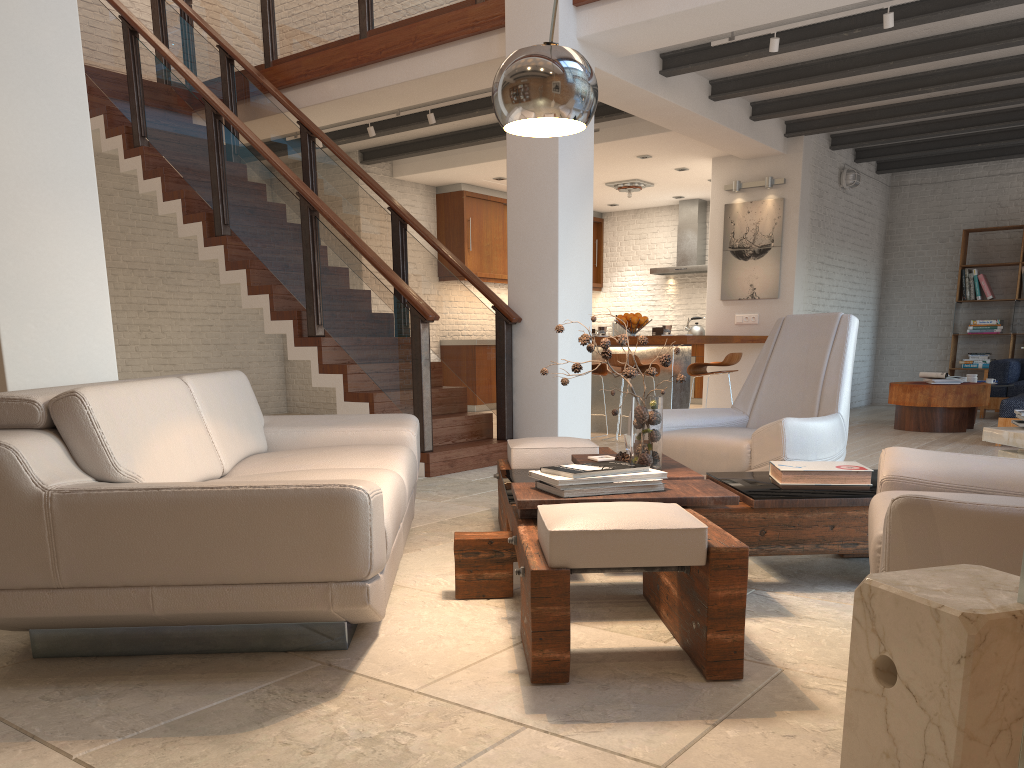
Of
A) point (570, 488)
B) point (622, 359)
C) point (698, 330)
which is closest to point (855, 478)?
point (570, 488)

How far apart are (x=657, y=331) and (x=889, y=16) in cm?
336

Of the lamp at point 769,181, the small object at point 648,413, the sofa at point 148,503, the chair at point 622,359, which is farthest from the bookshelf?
the small object at point 648,413

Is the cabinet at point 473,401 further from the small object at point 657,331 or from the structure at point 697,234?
the small object at point 657,331

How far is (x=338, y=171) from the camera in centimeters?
745cm

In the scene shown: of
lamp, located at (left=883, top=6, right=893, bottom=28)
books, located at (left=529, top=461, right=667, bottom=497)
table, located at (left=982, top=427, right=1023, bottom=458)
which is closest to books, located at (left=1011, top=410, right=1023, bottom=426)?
table, located at (left=982, top=427, right=1023, bottom=458)

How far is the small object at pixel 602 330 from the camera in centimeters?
858cm

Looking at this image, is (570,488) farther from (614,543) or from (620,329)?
(620,329)

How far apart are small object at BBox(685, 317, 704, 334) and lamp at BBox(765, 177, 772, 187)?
3.4m

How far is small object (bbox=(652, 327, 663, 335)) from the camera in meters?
8.3 m
